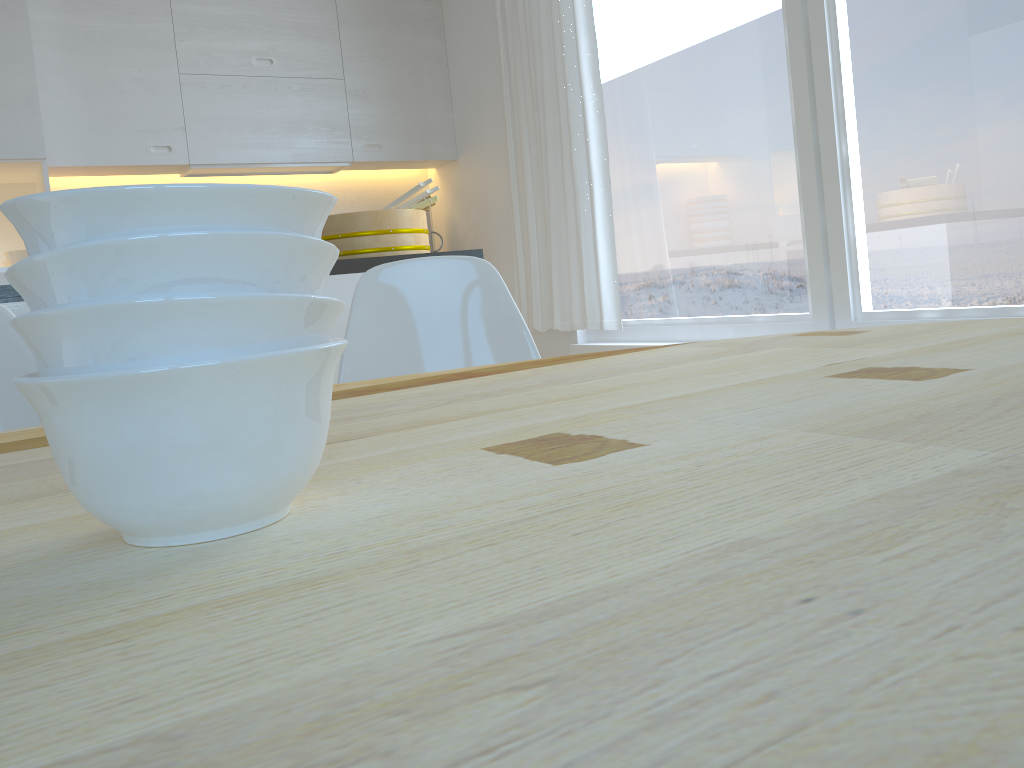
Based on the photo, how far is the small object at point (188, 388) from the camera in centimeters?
36cm

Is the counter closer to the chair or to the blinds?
the chair

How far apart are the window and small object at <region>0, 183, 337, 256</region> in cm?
241

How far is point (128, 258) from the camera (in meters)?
0.36

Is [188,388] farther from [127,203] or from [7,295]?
[7,295]

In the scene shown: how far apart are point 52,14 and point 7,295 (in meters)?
2.39

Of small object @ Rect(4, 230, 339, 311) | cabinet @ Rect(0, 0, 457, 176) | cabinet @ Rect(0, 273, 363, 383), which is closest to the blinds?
cabinet @ Rect(0, 0, 457, 176)

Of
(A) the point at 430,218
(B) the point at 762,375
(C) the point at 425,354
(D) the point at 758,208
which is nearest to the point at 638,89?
(D) the point at 758,208

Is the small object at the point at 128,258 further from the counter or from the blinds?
the blinds

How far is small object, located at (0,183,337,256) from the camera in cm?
36
